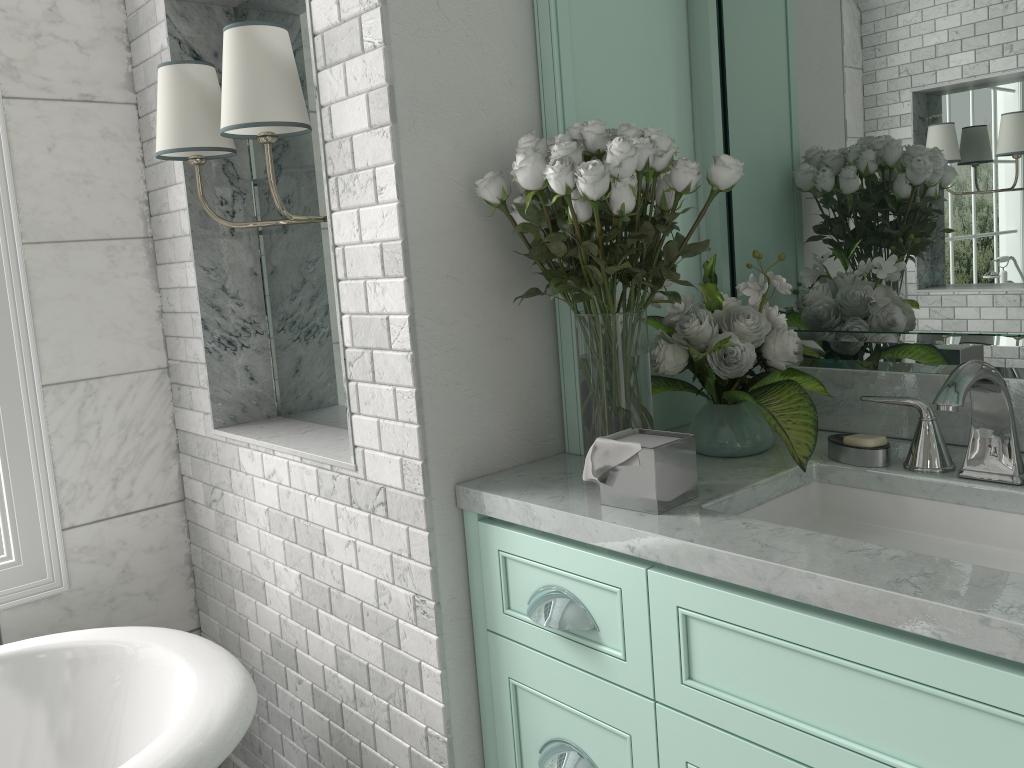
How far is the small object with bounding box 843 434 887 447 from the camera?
1.57m

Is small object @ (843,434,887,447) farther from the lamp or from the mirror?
the lamp

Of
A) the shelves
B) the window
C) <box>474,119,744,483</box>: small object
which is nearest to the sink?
<box>474,119,744,483</box>: small object

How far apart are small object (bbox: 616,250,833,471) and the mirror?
0.1m

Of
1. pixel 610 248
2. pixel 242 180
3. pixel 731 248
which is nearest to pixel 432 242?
pixel 610 248

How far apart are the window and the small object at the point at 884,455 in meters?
1.9

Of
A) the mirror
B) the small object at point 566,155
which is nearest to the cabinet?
the small object at point 566,155

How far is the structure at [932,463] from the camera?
1.5m

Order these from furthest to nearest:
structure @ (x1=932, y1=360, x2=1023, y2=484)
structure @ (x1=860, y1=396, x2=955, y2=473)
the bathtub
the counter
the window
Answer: the window, the bathtub, structure @ (x1=860, y1=396, x2=955, y2=473), structure @ (x1=932, y1=360, x2=1023, y2=484), the counter

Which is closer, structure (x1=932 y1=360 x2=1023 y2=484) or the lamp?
structure (x1=932 y1=360 x2=1023 y2=484)
